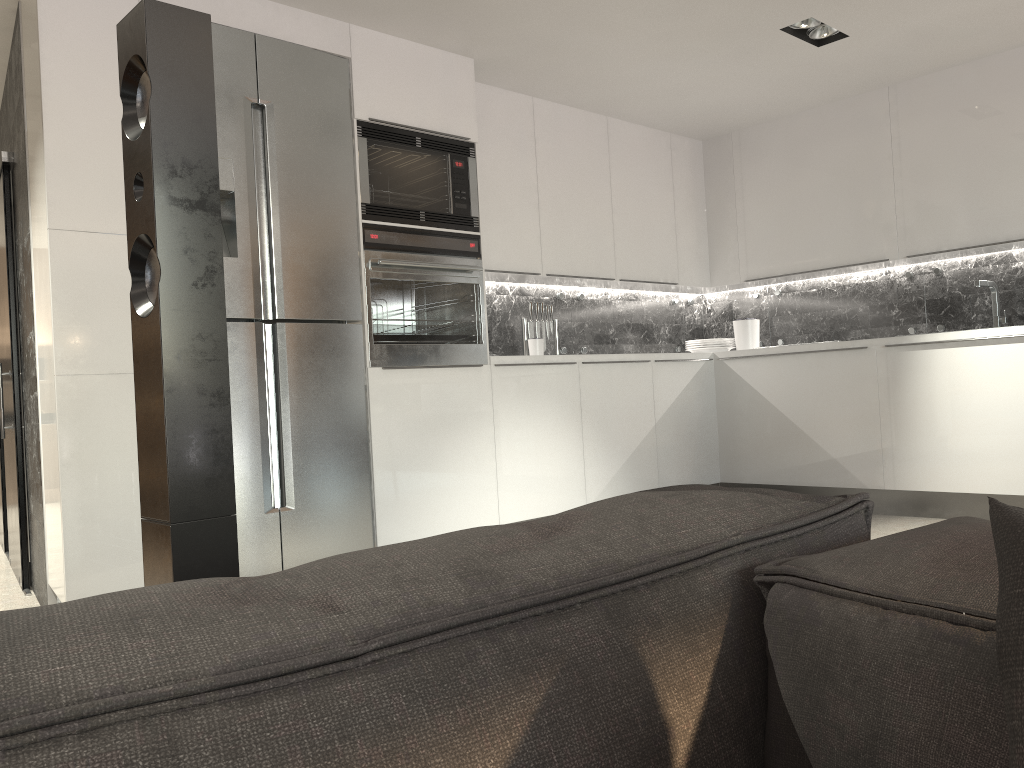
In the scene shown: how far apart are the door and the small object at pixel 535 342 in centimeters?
265cm

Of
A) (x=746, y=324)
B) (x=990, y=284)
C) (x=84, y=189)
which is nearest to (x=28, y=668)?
(x=84, y=189)

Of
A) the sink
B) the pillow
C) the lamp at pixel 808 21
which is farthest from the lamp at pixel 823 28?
the pillow

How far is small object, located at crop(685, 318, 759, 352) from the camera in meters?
5.9 m

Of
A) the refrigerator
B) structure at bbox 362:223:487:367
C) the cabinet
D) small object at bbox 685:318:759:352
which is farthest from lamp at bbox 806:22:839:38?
the refrigerator

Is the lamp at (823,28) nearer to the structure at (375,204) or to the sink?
the sink

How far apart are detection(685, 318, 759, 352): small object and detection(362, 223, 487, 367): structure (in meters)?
2.11

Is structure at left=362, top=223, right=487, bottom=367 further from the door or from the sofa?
the sofa

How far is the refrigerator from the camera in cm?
364

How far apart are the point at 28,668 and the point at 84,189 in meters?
3.2 m
